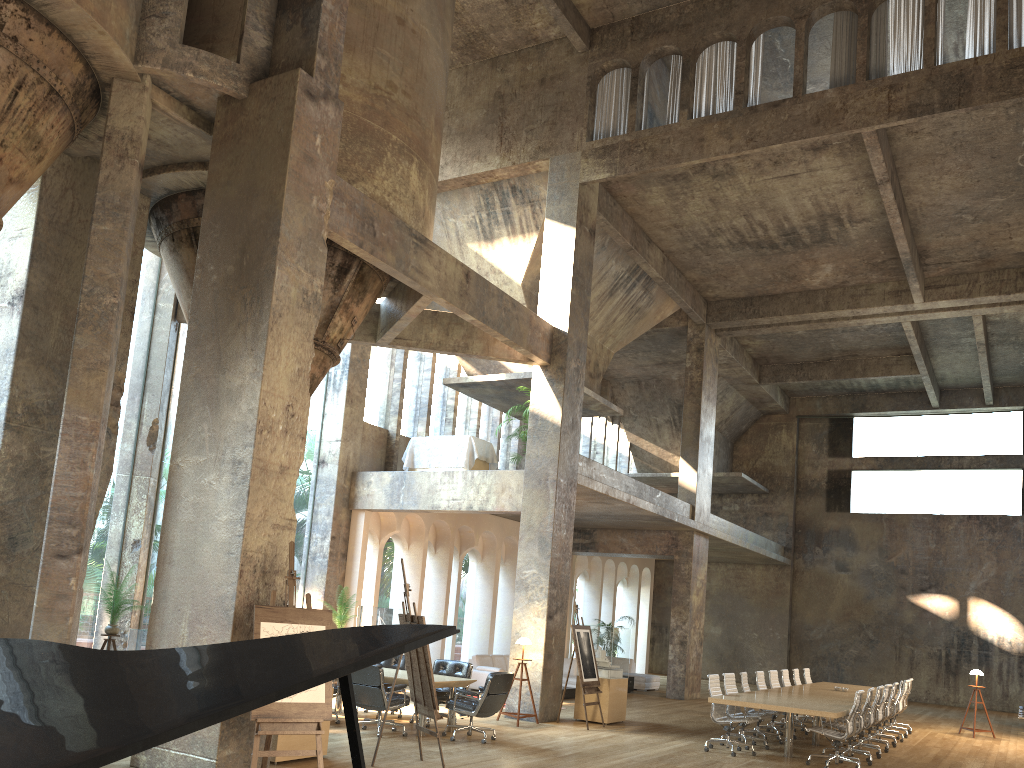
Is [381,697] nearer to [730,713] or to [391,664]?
[391,664]

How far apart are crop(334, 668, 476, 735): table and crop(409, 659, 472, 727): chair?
0.3m

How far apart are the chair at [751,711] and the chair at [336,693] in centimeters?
602cm

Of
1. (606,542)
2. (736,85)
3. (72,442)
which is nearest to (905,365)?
(606,542)

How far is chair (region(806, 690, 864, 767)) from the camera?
10.7 meters

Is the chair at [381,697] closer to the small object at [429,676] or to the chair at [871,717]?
the small object at [429,676]

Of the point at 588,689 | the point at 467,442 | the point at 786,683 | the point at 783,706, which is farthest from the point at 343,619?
the point at 786,683

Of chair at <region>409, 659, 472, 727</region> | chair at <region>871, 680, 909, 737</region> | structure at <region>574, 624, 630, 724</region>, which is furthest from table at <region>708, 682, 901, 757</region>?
chair at <region>409, 659, 472, 727</region>

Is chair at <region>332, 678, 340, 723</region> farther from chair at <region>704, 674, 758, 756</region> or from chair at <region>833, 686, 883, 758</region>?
chair at <region>833, 686, 883, 758</region>

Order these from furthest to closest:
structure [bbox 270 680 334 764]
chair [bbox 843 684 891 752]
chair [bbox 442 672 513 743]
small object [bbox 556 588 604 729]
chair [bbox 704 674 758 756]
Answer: chair [bbox 843 684 891 752]
small object [bbox 556 588 604 729]
chair [bbox 704 674 758 756]
chair [bbox 442 672 513 743]
structure [bbox 270 680 334 764]
